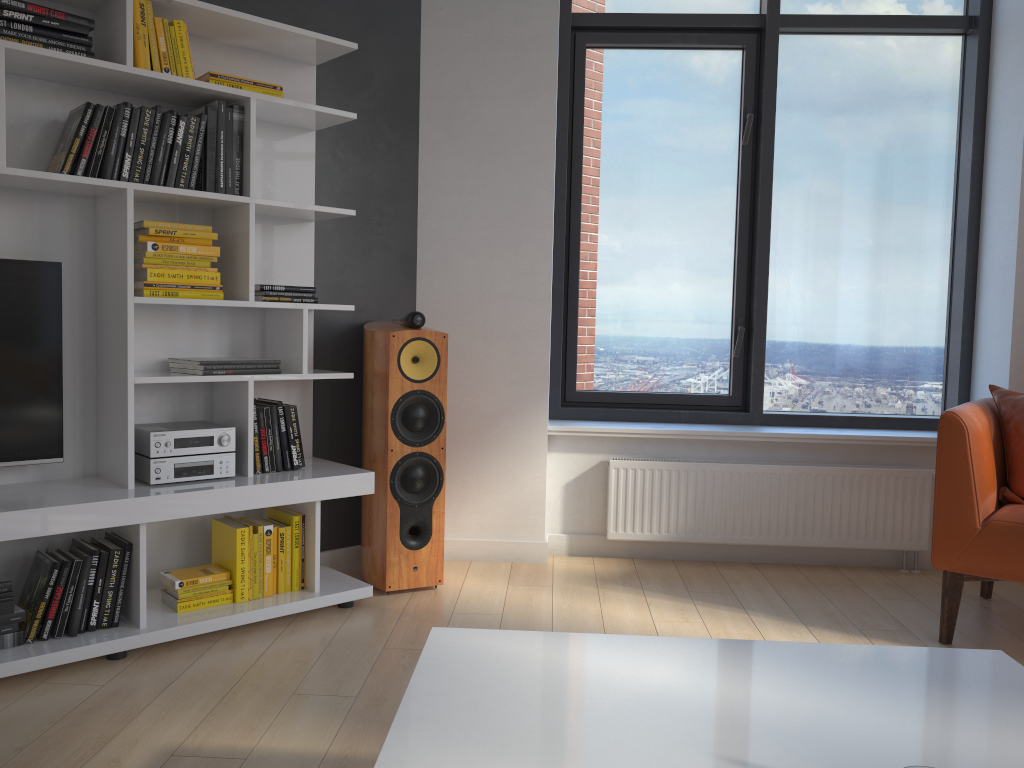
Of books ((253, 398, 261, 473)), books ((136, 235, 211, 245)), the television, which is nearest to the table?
books ((253, 398, 261, 473))

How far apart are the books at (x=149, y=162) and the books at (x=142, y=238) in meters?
0.2 m

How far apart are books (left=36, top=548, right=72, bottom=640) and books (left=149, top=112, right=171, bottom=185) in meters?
1.2 m

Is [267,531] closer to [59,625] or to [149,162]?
[59,625]

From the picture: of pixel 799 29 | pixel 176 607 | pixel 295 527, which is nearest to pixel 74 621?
pixel 176 607

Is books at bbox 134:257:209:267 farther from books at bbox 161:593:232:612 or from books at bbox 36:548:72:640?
books at bbox 161:593:232:612

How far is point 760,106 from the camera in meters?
4.1

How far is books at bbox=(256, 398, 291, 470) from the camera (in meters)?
3.15

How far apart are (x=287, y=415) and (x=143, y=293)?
0.64m

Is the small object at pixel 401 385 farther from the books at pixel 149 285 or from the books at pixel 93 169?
the books at pixel 93 169
